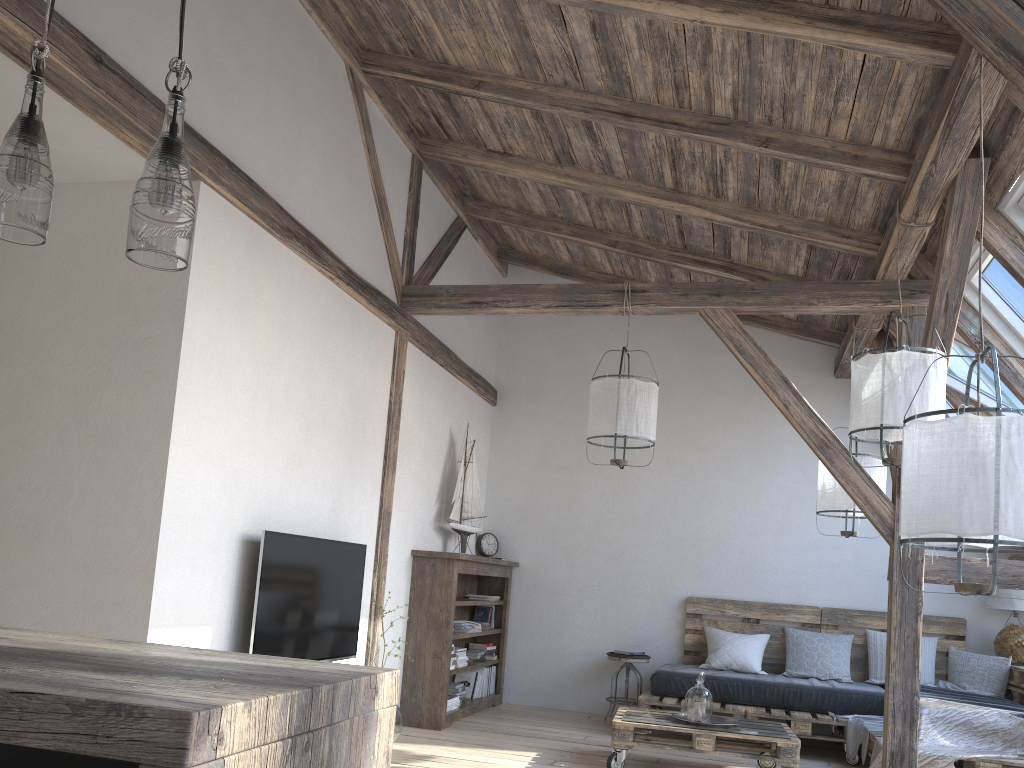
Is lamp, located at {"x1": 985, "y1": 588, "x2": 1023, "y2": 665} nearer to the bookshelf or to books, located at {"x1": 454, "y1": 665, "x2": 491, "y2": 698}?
the bookshelf

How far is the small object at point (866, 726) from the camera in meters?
5.3 m

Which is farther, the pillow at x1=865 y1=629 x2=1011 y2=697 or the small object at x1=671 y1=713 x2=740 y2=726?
the pillow at x1=865 y1=629 x2=1011 y2=697

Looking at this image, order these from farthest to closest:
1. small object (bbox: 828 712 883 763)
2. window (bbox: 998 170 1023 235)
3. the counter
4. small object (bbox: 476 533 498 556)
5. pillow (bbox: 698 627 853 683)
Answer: small object (bbox: 476 533 498 556)
pillow (bbox: 698 627 853 683)
small object (bbox: 828 712 883 763)
window (bbox: 998 170 1023 235)
the counter

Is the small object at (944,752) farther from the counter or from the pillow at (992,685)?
the counter

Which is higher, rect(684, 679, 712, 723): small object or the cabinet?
the cabinet

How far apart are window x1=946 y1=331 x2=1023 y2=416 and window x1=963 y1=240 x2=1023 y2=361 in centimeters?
19cm

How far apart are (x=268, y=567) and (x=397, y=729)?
Result: 1.6 meters

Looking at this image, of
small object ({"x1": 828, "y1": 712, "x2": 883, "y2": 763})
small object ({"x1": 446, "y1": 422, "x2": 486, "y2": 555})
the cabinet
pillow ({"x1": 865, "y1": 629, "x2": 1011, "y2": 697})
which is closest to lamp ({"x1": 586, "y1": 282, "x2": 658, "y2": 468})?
small object ({"x1": 446, "y1": 422, "x2": 486, "y2": 555})

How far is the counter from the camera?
0.9 meters
